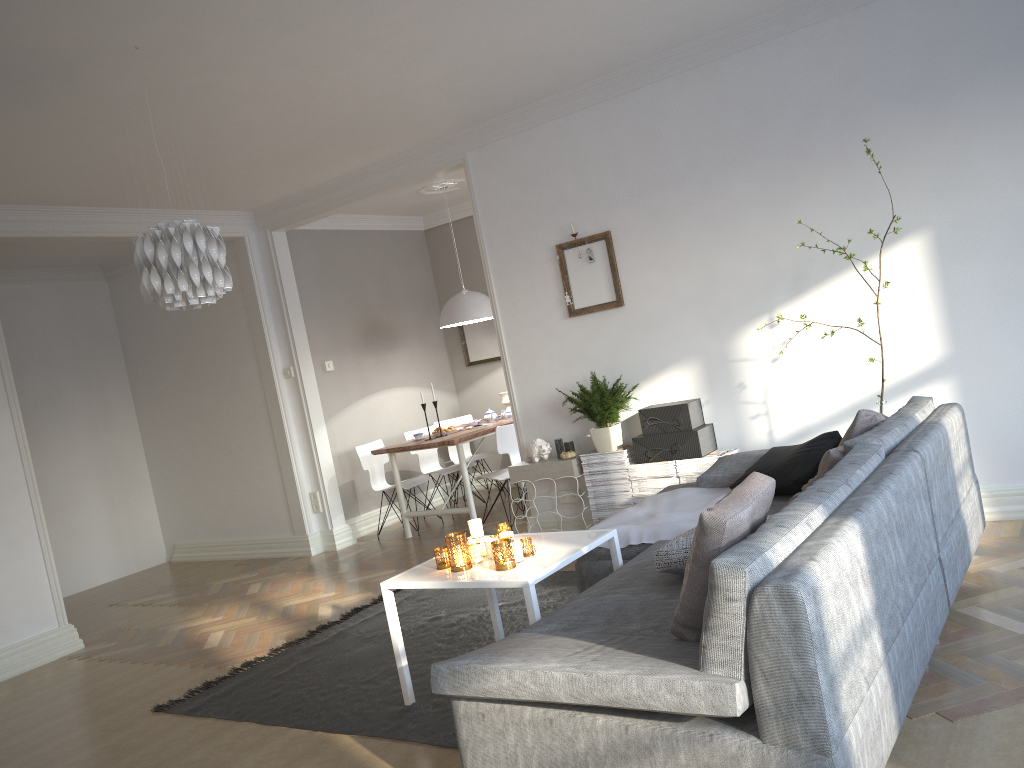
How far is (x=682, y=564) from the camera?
2.82m

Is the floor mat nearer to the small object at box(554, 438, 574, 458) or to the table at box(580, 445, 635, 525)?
the table at box(580, 445, 635, 525)

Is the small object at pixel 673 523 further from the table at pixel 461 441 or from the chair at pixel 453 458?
the chair at pixel 453 458

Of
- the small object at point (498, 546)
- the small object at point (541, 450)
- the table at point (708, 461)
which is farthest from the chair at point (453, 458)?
the small object at point (498, 546)

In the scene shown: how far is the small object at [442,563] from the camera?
3.5 meters

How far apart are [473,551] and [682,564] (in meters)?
0.96

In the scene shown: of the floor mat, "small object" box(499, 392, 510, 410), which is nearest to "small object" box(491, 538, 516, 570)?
the floor mat

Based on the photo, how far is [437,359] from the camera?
8.82m

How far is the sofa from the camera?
1.95m

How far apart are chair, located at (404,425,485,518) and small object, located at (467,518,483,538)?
4.01m
